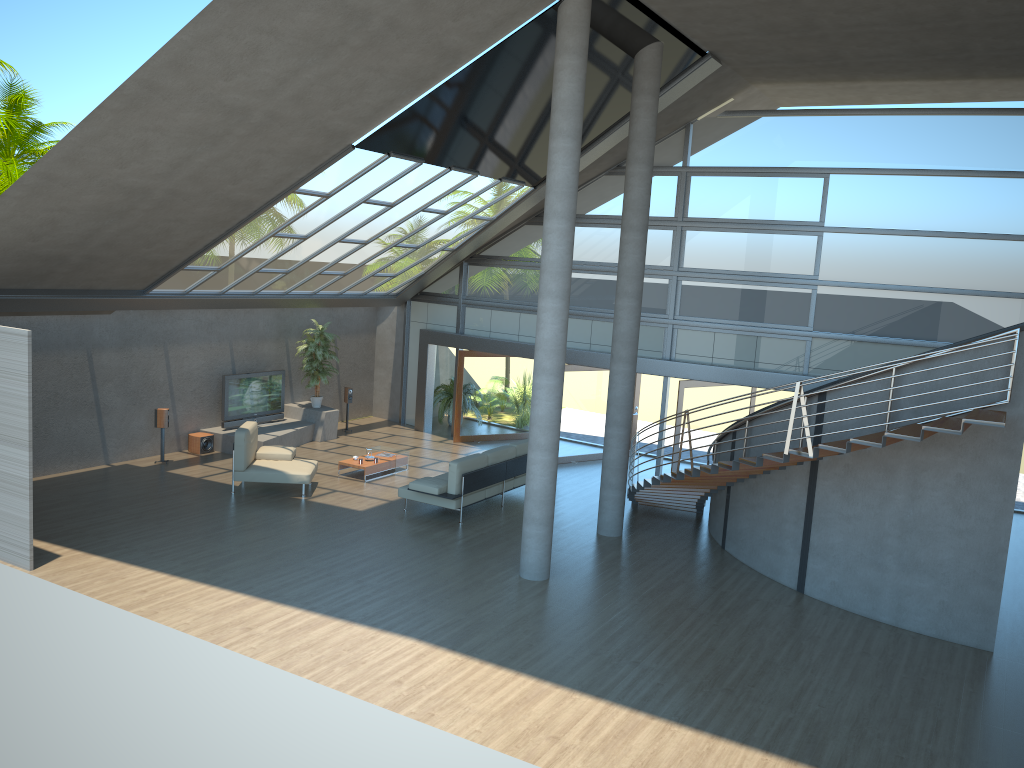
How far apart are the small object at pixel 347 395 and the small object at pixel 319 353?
0.8 meters

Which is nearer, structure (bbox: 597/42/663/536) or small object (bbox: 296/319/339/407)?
structure (bbox: 597/42/663/536)

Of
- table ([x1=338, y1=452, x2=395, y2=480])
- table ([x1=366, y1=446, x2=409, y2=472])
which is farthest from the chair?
table ([x1=366, y1=446, x2=409, y2=472])

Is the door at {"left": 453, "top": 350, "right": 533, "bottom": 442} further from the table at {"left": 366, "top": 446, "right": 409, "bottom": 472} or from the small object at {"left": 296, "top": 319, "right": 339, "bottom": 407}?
the table at {"left": 366, "top": 446, "right": 409, "bottom": 472}

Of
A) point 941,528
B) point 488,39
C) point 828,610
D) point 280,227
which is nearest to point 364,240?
point 280,227

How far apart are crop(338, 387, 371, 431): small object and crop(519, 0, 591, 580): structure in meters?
9.1 m

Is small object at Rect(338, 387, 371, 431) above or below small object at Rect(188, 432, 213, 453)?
above

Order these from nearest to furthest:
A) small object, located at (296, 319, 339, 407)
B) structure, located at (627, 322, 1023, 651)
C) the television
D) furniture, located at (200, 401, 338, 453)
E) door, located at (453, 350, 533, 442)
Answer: structure, located at (627, 322, 1023, 651) < furniture, located at (200, 401, 338, 453) < the television < small object, located at (296, 319, 339, 407) < door, located at (453, 350, 533, 442)

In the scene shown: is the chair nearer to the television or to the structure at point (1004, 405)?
the television

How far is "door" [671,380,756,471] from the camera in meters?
15.9 m
